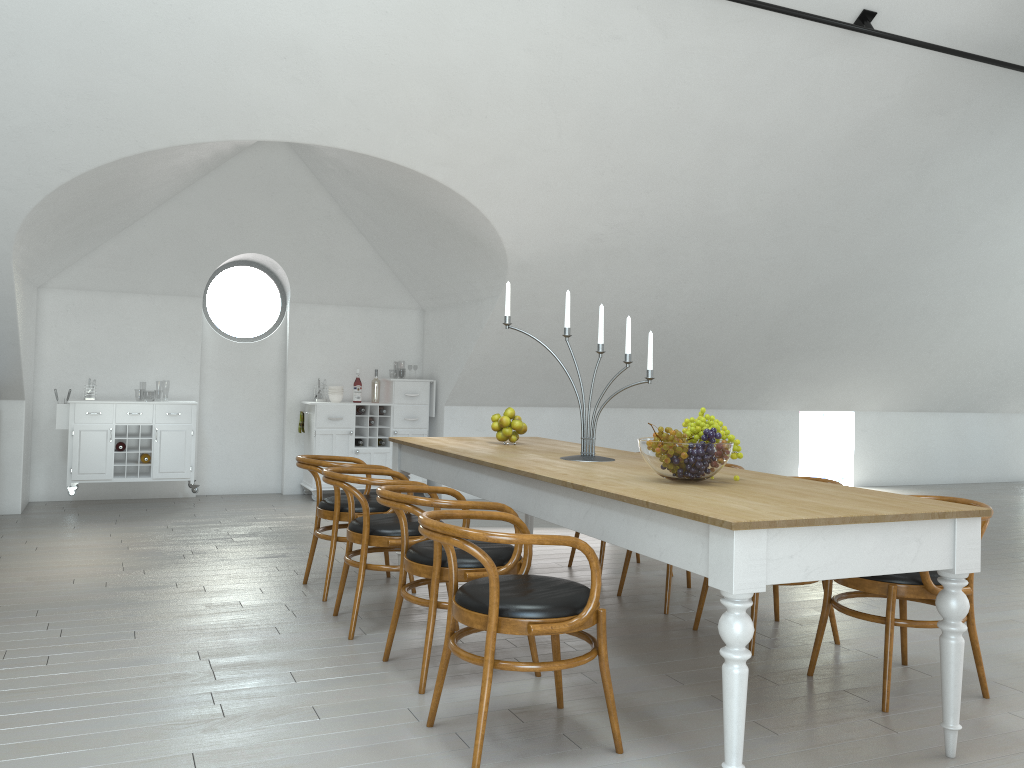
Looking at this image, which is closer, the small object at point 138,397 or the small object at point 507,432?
the small object at point 507,432

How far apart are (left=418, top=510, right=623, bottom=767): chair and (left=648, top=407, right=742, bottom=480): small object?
0.6m

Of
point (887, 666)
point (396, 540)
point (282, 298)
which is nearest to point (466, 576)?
point (396, 540)

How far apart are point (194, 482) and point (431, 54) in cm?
464

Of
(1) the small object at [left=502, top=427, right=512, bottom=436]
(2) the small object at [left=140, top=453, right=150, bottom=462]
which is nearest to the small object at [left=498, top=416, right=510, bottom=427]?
(1) the small object at [left=502, top=427, right=512, bottom=436]

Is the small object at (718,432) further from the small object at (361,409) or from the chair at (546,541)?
the small object at (361,409)

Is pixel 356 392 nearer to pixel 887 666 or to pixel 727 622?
pixel 887 666

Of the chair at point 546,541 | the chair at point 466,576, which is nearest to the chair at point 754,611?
the chair at point 466,576

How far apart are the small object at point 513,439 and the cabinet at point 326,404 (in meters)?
3.62

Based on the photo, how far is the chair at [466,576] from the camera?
3.34m
